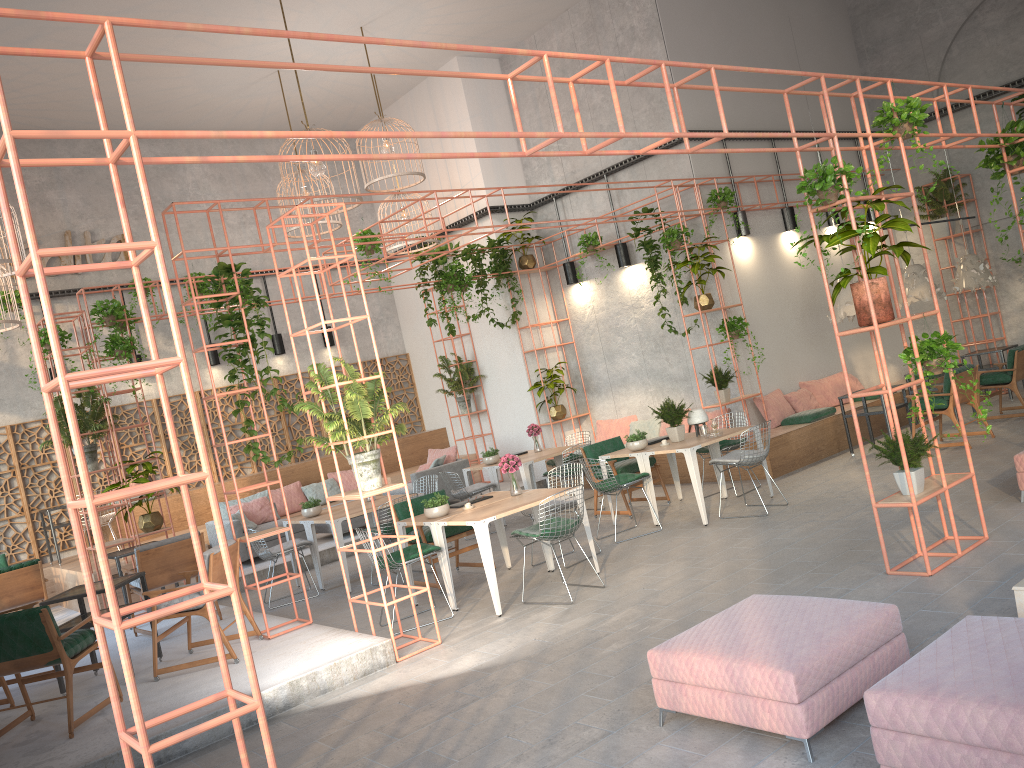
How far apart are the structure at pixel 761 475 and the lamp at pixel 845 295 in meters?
1.4

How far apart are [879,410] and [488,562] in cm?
628

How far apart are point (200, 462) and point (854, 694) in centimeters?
1248cm

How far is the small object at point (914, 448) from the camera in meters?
6.3

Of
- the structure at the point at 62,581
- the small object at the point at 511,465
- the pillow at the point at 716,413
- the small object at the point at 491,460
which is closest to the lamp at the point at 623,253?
the pillow at the point at 716,413

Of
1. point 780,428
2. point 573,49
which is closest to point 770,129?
point 573,49

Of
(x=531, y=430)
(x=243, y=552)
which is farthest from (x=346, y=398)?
(x=243, y=552)

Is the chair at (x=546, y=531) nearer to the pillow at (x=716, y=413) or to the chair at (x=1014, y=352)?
the pillow at (x=716, y=413)

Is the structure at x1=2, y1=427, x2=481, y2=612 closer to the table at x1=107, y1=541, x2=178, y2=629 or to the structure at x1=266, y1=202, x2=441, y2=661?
the table at x1=107, y1=541, x2=178, y2=629

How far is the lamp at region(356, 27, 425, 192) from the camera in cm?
1262
